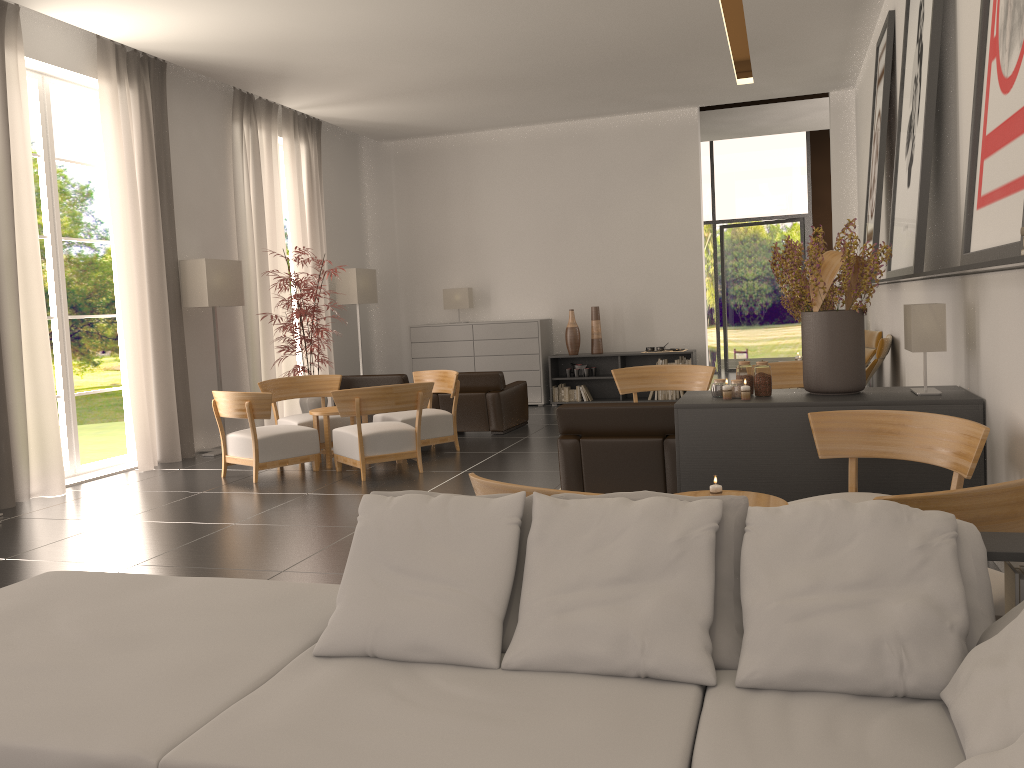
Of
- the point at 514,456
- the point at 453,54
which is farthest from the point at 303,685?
the point at 453,54

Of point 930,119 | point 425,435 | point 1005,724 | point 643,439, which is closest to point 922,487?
point 643,439

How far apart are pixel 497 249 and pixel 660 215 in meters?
3.8

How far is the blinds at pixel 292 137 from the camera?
17.5m

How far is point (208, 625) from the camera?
4.03m

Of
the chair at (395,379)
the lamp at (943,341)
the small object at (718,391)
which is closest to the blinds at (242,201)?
the chair at (395,379)

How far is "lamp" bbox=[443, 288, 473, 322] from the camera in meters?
20.1

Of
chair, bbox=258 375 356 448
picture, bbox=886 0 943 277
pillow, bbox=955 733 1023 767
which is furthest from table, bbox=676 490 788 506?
chair, bbox=258 375 356 448

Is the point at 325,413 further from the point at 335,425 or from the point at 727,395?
the point at 727,395

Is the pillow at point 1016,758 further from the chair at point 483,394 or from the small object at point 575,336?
the small object at point 575,336
